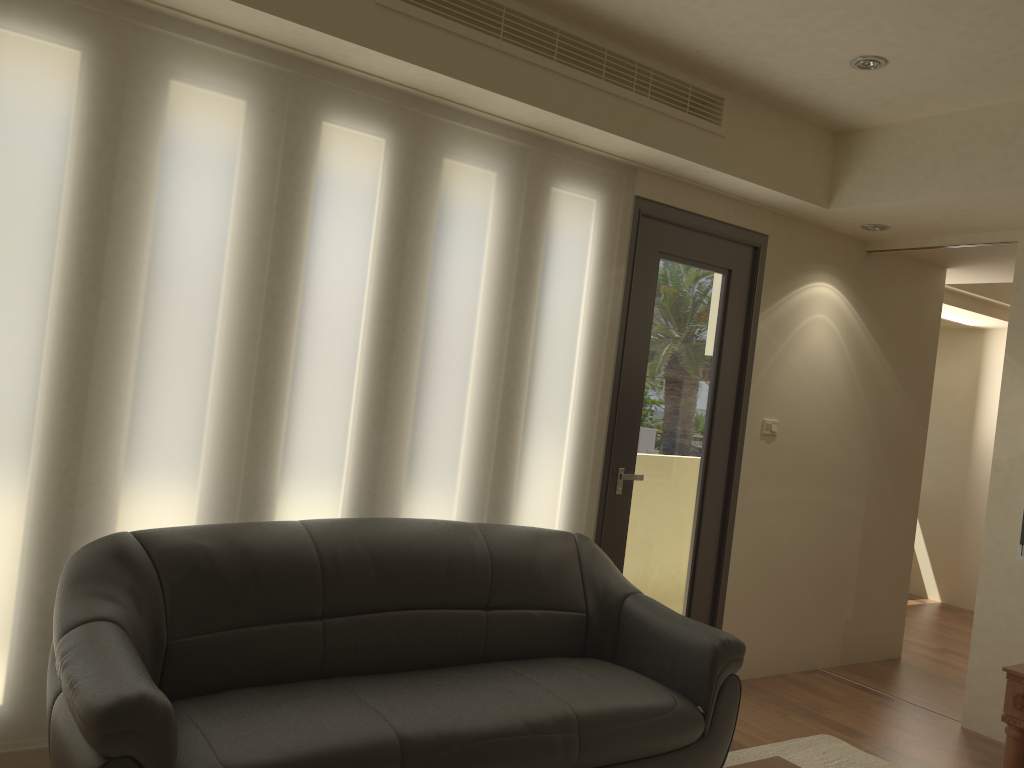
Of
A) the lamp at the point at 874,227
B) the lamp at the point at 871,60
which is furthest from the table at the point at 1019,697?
the lamp at the point at 871,60

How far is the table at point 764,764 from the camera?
2.6m

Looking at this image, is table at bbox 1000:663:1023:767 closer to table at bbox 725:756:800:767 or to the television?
the television

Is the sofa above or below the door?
below

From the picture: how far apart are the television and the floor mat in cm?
125

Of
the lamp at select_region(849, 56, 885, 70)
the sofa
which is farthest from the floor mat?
the lamp at select_region(849, 56, 885, 70)

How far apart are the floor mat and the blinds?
1.2 meters

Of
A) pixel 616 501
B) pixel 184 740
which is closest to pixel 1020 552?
pixel 616 501

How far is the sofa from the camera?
2.4 meters

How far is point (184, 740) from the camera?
2.4 meters
